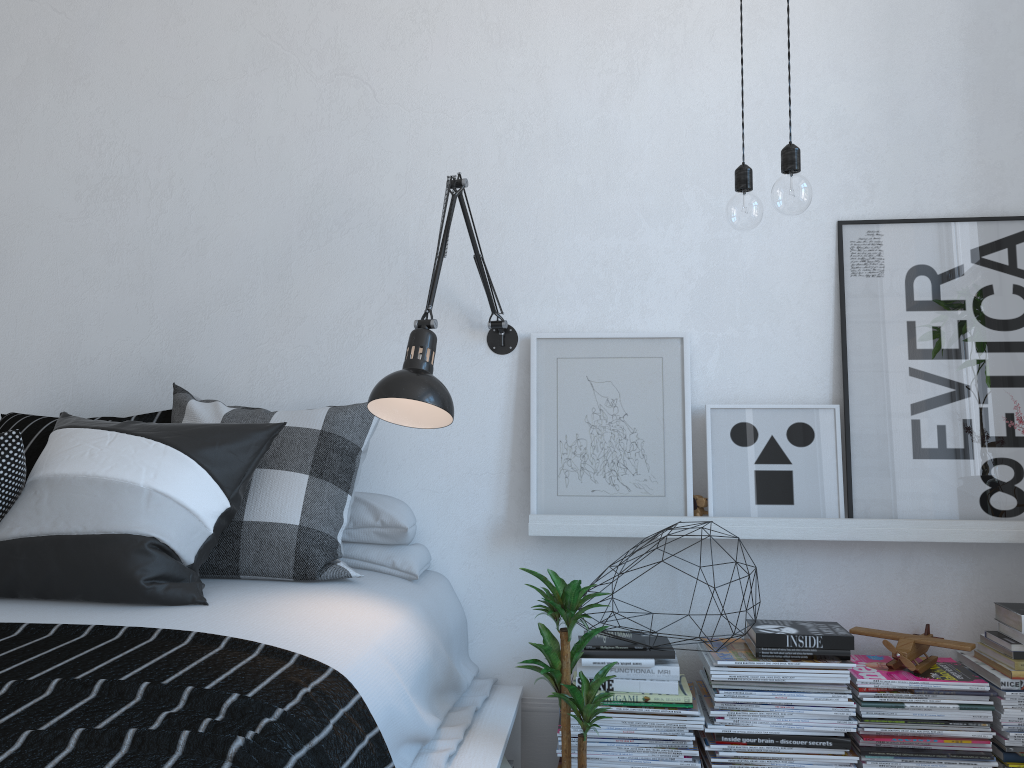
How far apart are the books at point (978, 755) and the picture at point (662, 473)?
0.7 meters

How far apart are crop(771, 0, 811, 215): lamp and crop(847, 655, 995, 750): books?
1.21m

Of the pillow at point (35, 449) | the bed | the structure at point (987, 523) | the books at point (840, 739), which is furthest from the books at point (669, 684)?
the pillow at point (35, 449)

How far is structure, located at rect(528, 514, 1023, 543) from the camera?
2.3 meters

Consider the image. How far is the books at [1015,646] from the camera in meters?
2.2

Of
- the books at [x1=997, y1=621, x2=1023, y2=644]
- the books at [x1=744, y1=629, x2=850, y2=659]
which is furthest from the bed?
the books at [x1=997, y1=621, x2=1023, y2=644]

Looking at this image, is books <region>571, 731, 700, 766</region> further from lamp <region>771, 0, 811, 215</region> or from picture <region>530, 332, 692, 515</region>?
lamp <region>771, 0, 811, 215</region>

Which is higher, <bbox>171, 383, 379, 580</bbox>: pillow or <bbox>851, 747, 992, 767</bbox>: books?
<bbox>171, 383, 379, 580</bbox>: pillow

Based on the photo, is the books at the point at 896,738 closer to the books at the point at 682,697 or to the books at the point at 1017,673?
the books at the point at 1017,673

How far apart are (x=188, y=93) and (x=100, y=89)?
0.3 meters
